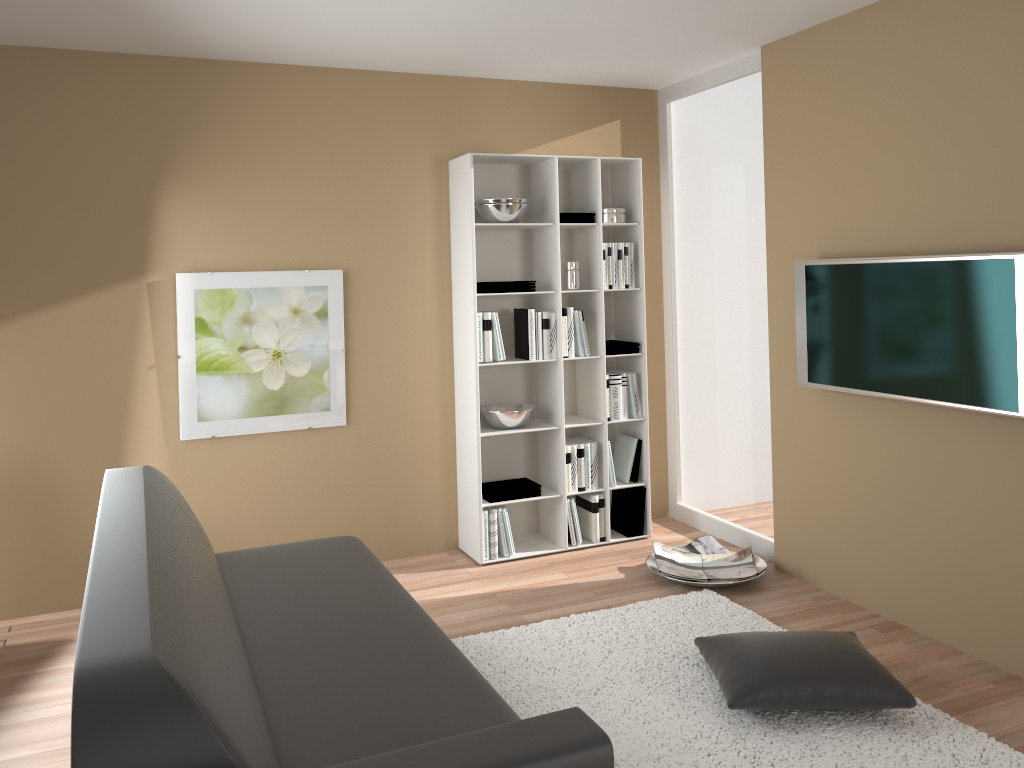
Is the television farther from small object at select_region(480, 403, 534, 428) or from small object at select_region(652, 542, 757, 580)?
small object at select_region(480, 403, 534, 428)

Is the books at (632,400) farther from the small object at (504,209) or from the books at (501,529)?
the small object at (504,209)

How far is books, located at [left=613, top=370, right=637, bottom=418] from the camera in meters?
5.0

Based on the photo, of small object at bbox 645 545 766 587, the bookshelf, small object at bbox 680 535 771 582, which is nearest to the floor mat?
small object at bbox 645 545 766 587

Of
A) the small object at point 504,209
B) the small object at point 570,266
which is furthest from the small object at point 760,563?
the small object at point 504,209

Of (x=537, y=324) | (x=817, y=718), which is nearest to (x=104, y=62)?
(x=537, y=324)

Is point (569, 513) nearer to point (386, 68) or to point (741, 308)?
point (741, 308)

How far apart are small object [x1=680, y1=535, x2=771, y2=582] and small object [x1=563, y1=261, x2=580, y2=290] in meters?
1.5

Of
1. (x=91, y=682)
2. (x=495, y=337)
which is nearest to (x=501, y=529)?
(x=495, y=337)

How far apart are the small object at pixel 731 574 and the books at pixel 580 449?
0.5 meters
